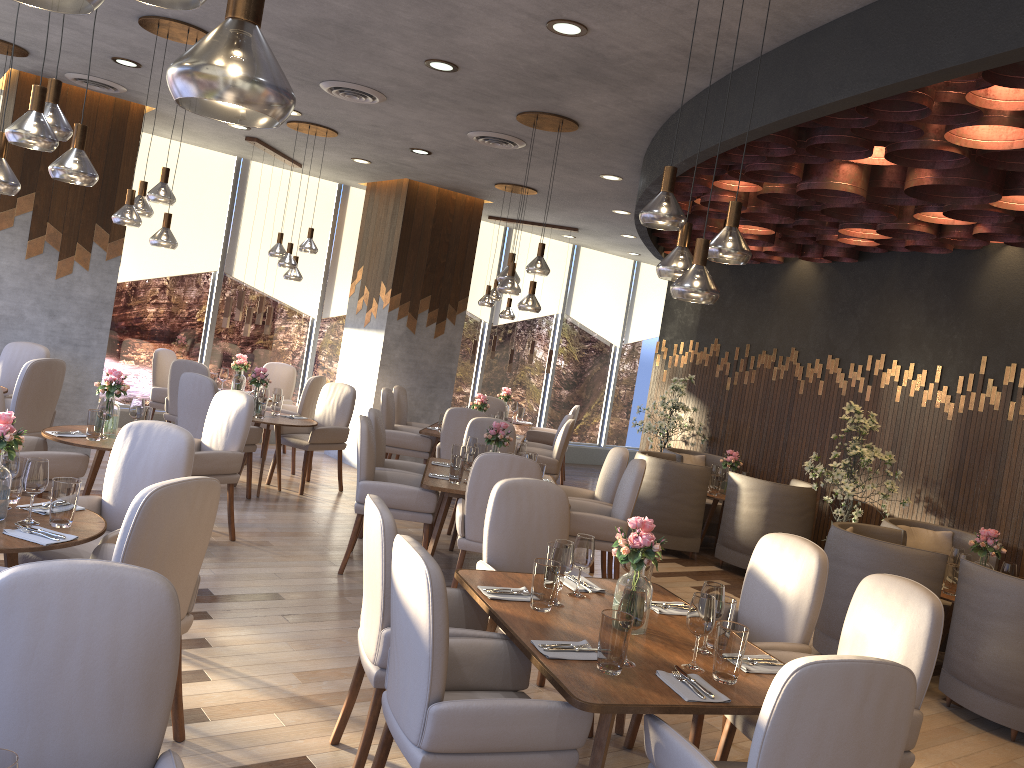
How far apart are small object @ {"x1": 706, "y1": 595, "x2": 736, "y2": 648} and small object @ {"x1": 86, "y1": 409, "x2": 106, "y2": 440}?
3.8m

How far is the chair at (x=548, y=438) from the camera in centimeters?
1101cm

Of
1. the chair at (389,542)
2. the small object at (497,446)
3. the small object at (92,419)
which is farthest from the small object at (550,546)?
the small object at (92,419)

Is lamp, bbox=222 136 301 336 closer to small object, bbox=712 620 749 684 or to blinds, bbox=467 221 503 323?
blinds, bbox=467 221 503 323

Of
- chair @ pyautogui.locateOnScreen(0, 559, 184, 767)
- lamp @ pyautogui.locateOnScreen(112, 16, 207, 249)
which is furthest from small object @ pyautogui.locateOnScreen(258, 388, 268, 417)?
chair @ pyautogui.locateOnScreen(0, 559, 184, 767)

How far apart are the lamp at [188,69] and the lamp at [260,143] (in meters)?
7.61

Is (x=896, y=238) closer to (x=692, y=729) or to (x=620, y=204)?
(x=620, y=204)

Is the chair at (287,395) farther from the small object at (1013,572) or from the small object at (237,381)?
the small object at (1013,572)

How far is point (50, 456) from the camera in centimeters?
490cm

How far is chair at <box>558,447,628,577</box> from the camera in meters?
6.4
